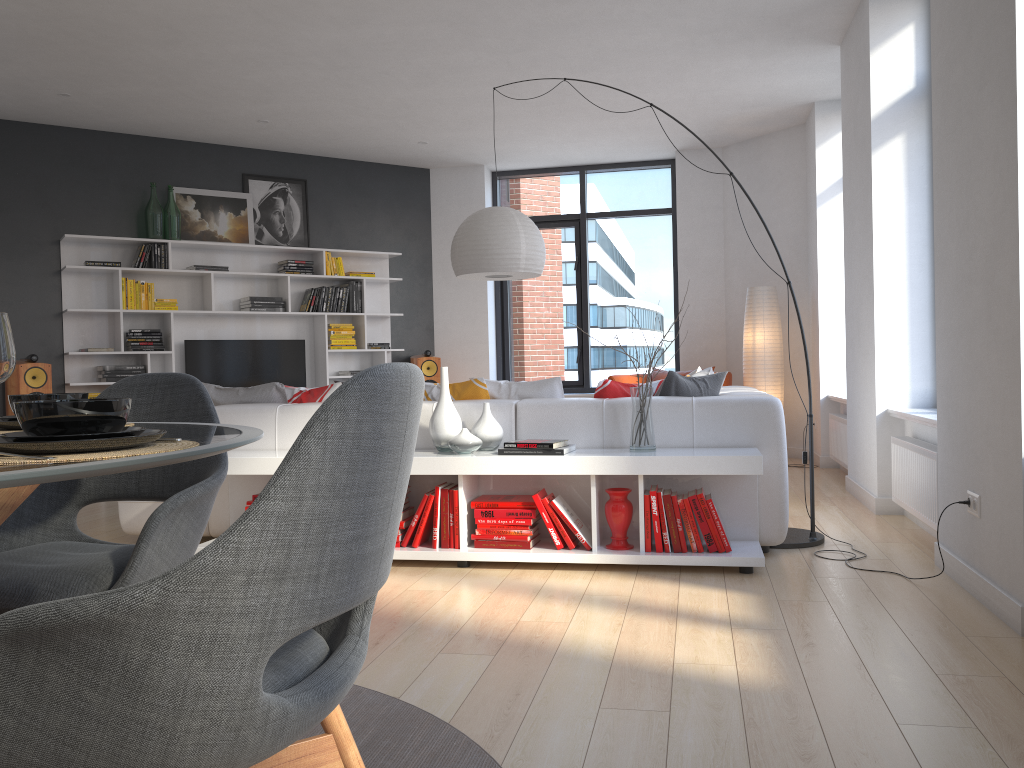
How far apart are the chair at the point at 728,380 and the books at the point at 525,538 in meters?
4.4 m

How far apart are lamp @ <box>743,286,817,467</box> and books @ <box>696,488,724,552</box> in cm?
415

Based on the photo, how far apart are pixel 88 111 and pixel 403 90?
2.56m

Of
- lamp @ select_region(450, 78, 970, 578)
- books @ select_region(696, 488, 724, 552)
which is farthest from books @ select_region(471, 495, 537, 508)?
lamp @ select_region(450, 78, 970, 578)

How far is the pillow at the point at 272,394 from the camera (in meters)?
4.78

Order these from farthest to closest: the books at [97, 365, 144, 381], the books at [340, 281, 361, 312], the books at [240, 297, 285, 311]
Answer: the books at [340, 281, 361, 312] → the books at [240, 297, 285, 311] → the books at [97, 365, 144, 381]

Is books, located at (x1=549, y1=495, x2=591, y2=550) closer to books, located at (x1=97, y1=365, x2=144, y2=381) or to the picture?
books, located at (x1=97, y1=365, x2=144, y2=381)

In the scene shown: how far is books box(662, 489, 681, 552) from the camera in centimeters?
377cm

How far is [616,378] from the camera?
8.1m

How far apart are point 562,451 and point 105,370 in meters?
5.0 m
